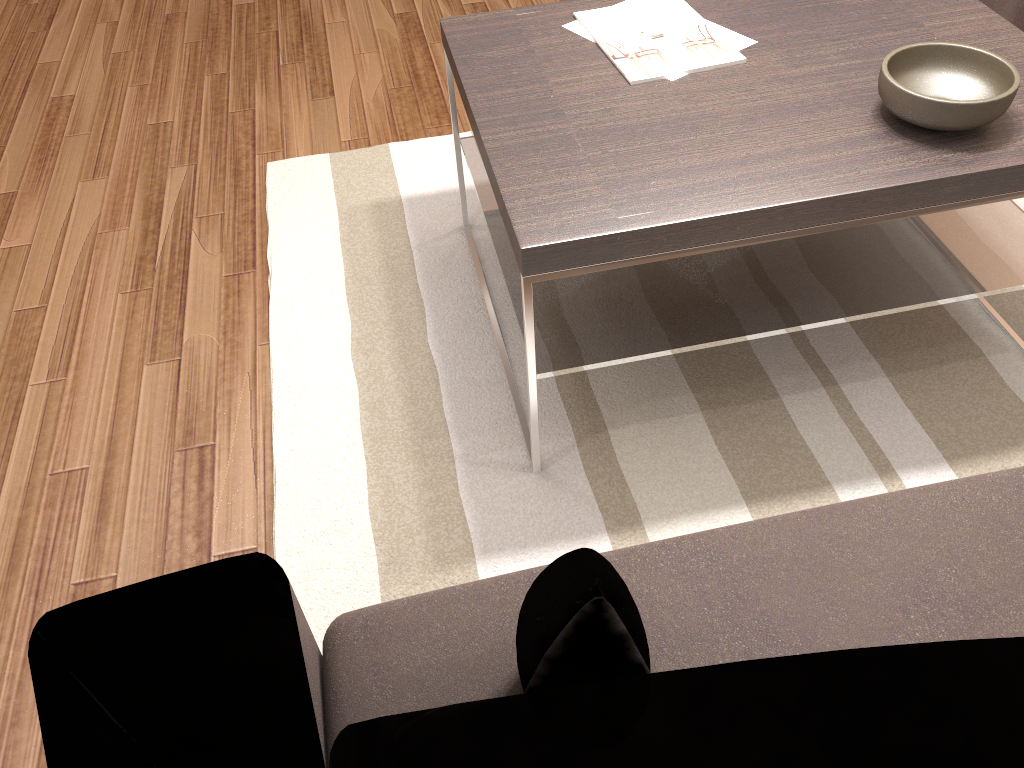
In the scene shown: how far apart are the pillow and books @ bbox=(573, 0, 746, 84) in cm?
110

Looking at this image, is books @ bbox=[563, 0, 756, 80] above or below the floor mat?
above

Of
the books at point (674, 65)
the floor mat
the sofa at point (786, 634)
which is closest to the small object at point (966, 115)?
the books at point (674, 65)

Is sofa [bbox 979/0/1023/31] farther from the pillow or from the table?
the pillow

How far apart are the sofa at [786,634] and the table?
0.5m

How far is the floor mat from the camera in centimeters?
166cm

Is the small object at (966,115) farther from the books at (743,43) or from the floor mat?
the floor mat

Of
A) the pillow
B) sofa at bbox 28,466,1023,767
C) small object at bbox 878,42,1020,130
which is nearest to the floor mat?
sofa at bbox 28,466,1023,767

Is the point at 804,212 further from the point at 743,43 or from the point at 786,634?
the point at 786,634

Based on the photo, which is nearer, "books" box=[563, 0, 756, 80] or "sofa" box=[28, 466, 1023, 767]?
"sofa" box=[28, 466, 1023, 767]
